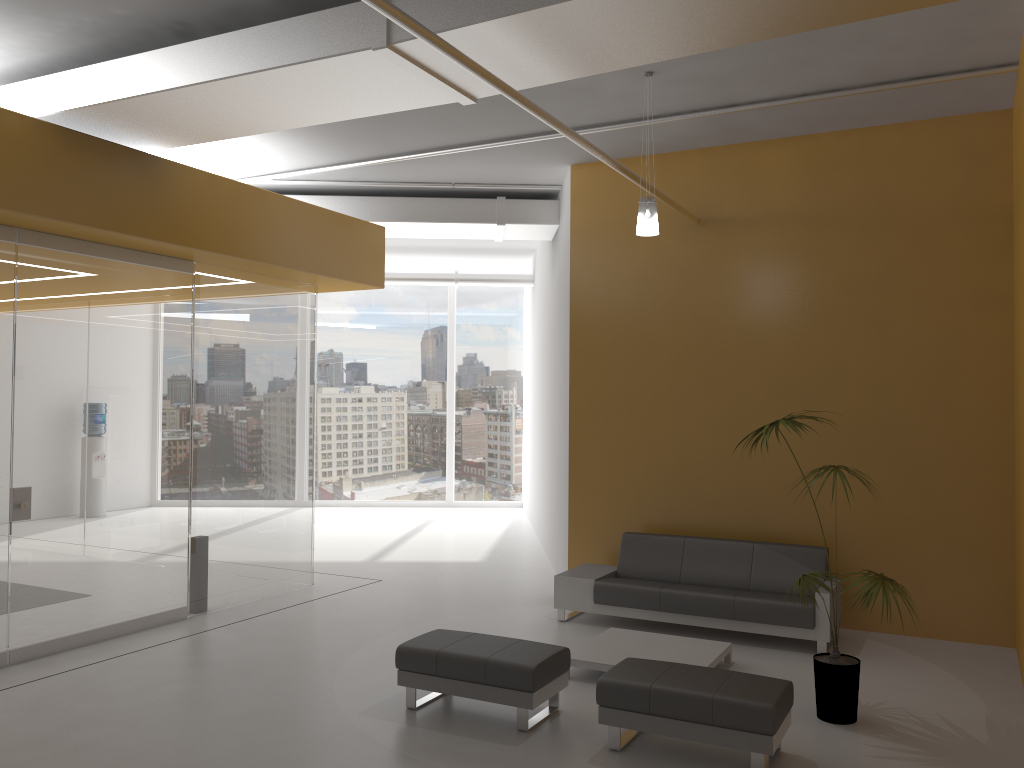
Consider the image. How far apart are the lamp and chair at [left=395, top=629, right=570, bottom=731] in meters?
3.1

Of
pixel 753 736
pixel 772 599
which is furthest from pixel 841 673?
pixel 772 599

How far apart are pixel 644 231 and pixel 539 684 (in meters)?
3.32

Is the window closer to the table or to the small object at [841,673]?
the table

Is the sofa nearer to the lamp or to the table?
the table

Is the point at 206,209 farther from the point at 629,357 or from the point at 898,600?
the point at 898,600

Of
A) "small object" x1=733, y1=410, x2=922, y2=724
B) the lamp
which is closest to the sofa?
"small object" x1=733, y1=410, x2=922, y2=724

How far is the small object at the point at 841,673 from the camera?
5.5m

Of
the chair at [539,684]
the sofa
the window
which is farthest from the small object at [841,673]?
the window

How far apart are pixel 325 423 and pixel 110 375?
9.73m
